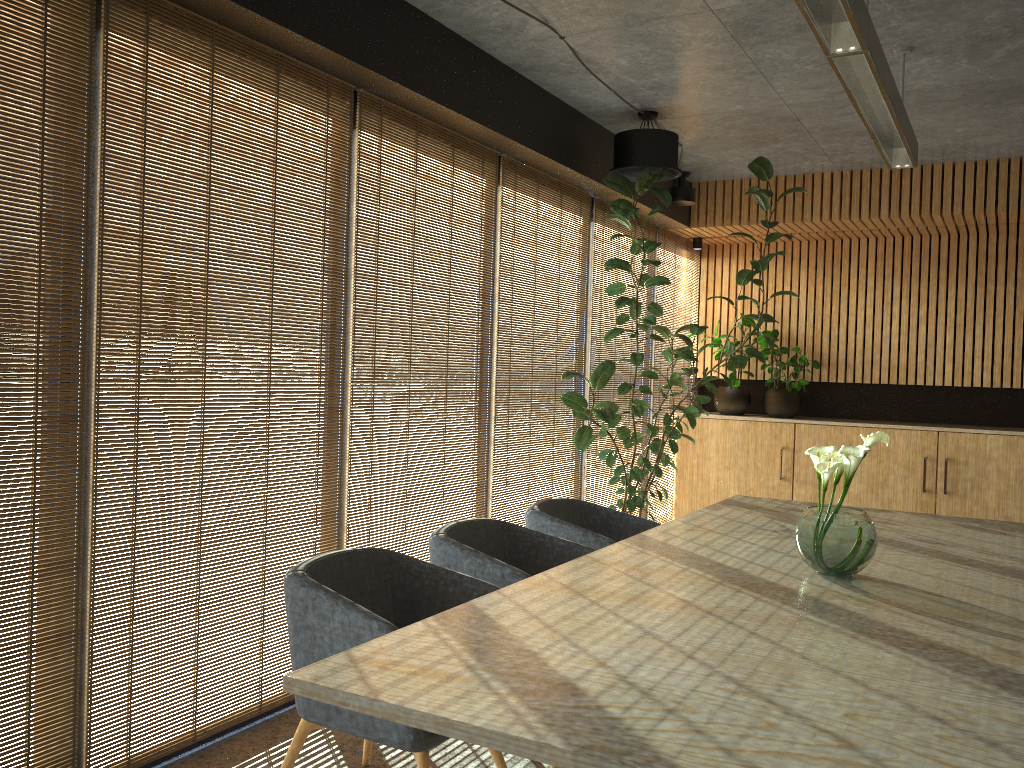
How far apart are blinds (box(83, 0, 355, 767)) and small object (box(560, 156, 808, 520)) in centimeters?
220cm

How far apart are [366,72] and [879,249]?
6.15m

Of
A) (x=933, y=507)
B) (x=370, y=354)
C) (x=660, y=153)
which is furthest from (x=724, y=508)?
(x=933, y=507)

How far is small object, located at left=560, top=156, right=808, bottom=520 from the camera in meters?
6.2 m

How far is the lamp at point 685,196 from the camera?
7.9m

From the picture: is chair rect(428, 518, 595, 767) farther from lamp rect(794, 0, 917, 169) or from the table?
lamp rect(794, 0, 917, 169)

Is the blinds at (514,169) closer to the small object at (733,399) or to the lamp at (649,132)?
the lamp at (649,132)

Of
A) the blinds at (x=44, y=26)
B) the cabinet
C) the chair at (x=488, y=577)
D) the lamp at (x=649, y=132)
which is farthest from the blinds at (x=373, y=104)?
the cabinet

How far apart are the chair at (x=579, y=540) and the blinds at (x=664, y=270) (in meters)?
3.56

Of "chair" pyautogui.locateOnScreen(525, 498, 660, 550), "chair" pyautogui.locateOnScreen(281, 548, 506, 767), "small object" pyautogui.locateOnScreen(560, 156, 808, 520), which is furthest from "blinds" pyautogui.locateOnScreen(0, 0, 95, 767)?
"small object" pyautogui.locateOnScreen(560, 156, 808, 520)
